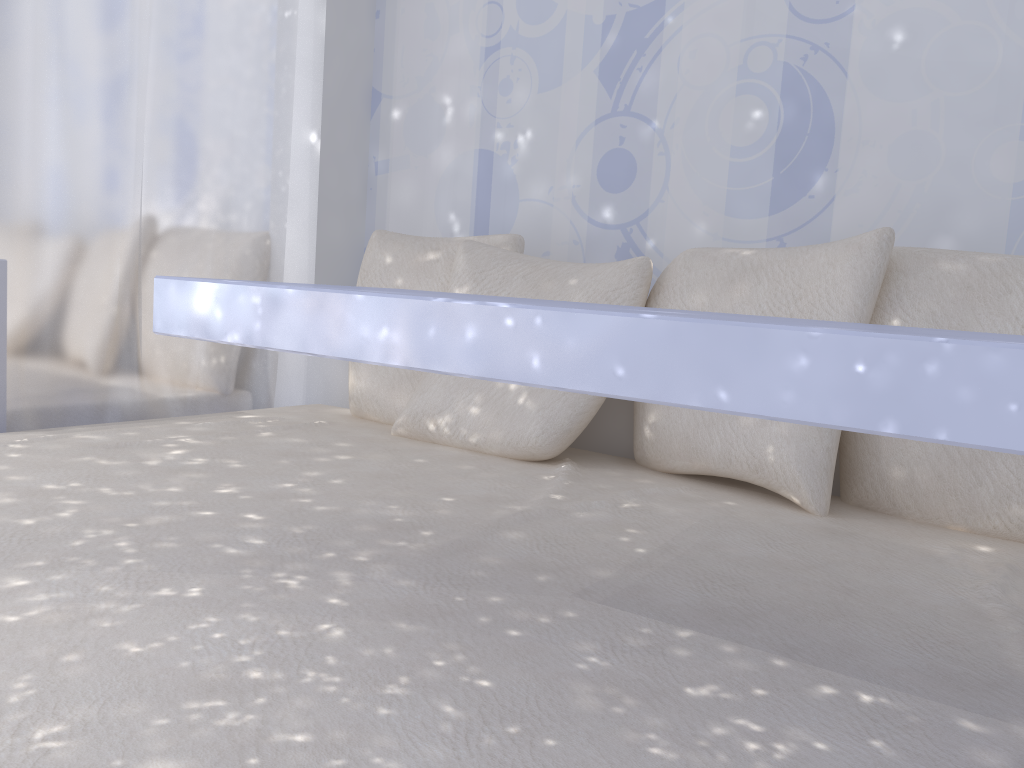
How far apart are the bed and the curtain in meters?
0.2

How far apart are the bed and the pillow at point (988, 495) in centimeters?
2cm

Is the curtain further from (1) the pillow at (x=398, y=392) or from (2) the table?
(2) the table

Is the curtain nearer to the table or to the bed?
the bed

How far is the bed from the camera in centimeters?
71cm

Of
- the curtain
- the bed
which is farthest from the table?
the curtain

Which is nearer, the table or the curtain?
the table

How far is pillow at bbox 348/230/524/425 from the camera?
2.21m

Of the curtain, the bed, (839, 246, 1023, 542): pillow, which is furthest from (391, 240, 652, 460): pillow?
the curtain

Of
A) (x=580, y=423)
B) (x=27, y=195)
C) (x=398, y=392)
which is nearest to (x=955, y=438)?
(x=580, y=423)
